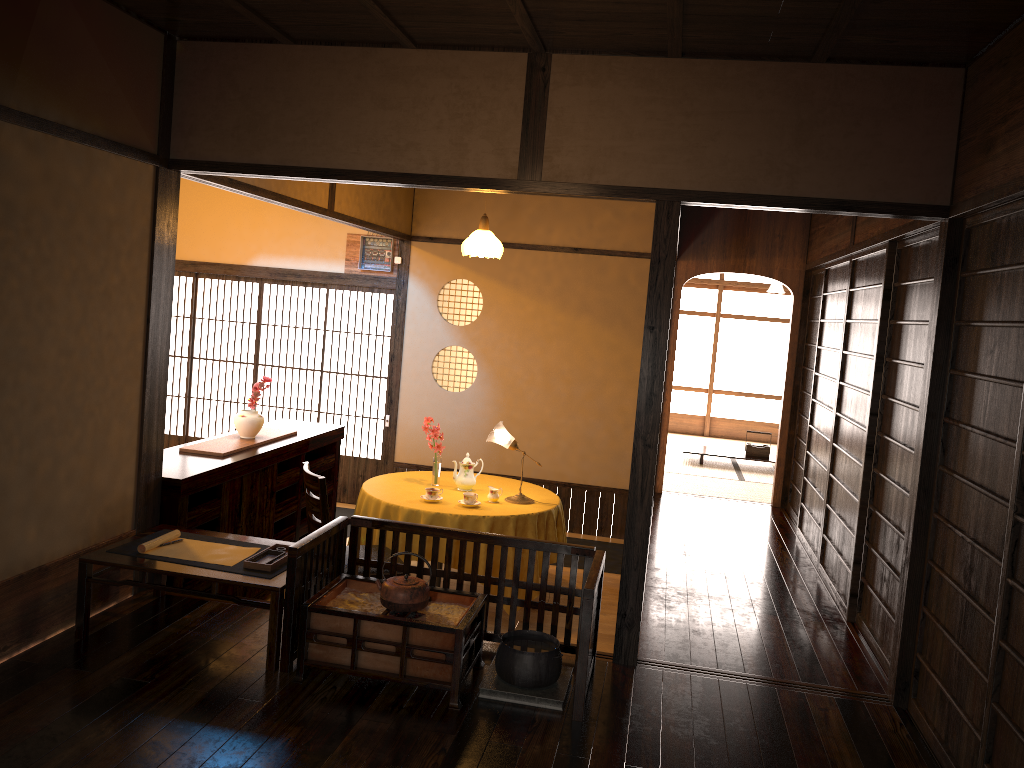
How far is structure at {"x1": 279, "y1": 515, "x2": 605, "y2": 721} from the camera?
3.3m

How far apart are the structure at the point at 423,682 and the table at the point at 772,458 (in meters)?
6.08

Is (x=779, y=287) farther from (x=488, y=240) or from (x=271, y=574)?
(x=271, y=574)

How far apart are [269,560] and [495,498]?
2.1 meters

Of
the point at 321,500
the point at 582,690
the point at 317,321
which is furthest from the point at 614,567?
the point at 582,690

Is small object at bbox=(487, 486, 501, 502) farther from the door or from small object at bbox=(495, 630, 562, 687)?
the door

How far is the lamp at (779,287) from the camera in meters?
13.0 m

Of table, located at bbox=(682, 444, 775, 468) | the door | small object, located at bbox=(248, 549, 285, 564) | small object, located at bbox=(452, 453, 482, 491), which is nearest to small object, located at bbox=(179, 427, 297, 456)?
small object, located at bbox=(452, 453, 482, 491)

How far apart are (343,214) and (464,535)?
3.2m

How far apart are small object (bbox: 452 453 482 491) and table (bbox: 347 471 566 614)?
0.0m
